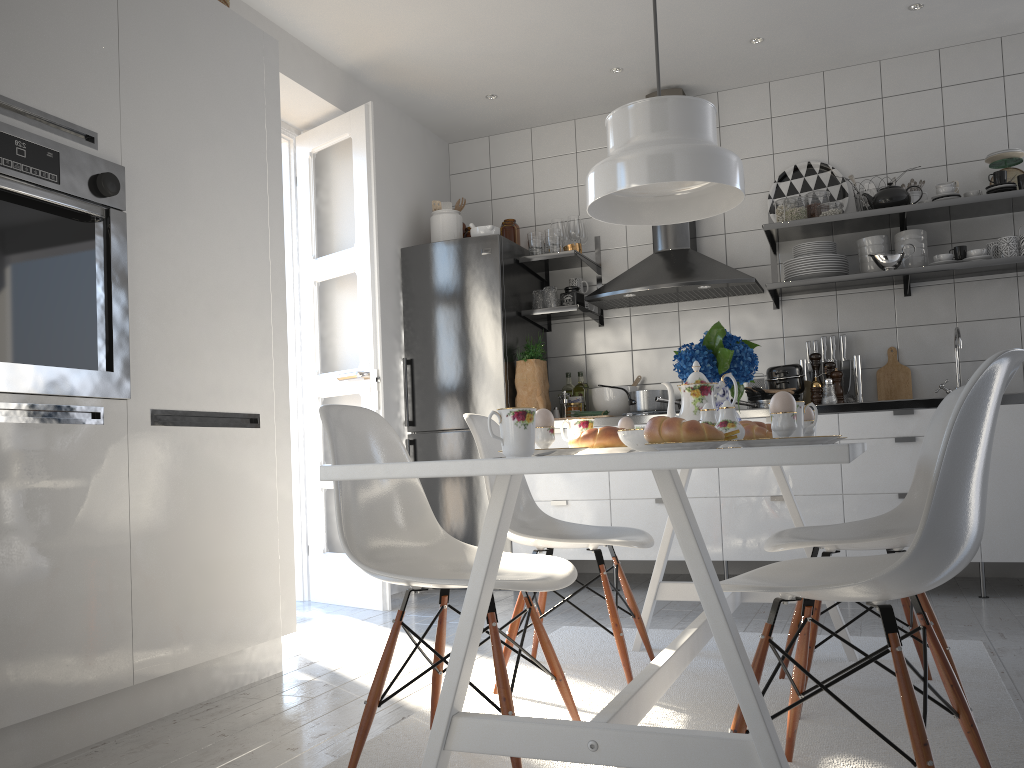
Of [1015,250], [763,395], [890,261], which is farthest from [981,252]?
[763,395]

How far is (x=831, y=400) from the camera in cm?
411

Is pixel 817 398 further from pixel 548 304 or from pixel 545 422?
pixel 545 422

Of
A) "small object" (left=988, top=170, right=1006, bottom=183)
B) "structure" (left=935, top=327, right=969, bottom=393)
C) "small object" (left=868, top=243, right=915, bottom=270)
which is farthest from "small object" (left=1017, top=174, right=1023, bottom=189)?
"structure" (left=935, top=327, right=969, bottom=393)

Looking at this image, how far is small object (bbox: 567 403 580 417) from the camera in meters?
4.7

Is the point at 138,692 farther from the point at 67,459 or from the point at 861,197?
the point at 861,197

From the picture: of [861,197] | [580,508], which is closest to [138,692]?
[580,508]

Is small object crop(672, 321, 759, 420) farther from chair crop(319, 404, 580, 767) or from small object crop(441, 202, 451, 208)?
small object crop(441, 202, 451, 208)

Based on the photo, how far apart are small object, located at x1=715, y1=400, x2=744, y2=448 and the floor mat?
0.7 meters

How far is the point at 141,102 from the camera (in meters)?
2.42
